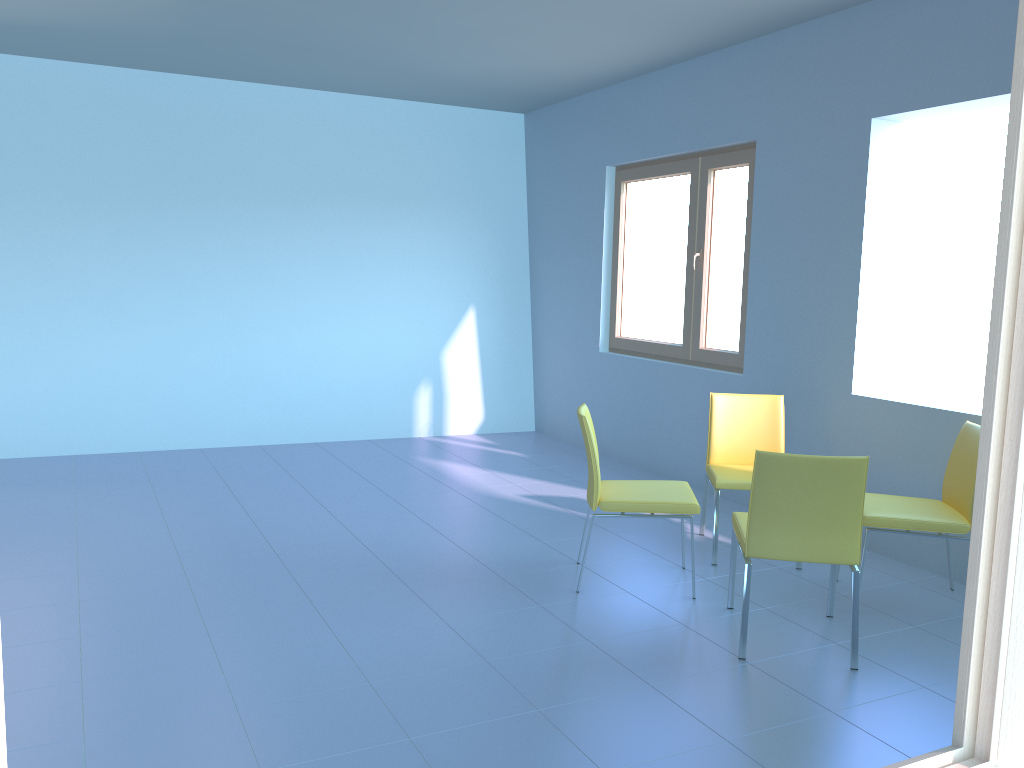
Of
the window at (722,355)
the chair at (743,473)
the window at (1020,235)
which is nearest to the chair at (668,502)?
the chair at (743,473)

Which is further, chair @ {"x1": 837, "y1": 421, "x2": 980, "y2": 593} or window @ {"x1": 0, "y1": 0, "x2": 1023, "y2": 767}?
chair @ {"x1": 837, "y1": 421, "x2": 980, "y2": 593}

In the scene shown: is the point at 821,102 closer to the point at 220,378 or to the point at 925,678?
the point at 925,678

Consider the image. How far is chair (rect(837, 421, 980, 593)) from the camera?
3.26m

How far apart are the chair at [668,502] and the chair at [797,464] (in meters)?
0.19

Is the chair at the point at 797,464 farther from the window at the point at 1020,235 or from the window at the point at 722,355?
the window at the point at 1020,235

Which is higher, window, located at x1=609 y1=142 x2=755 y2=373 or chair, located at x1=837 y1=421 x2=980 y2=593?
window, located at x1=609 y1=142 x2=755 y2=373

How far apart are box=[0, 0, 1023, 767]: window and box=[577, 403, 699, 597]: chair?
2.62m

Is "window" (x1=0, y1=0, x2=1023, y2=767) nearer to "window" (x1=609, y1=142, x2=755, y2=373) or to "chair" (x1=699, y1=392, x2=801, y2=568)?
"chair" (x1=699, y1=392, x2=801, y2=568)

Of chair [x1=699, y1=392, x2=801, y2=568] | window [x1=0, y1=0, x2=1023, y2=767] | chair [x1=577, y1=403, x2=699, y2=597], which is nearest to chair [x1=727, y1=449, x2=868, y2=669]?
chair [x1=577, y1=403, x2=699, y2=597]
